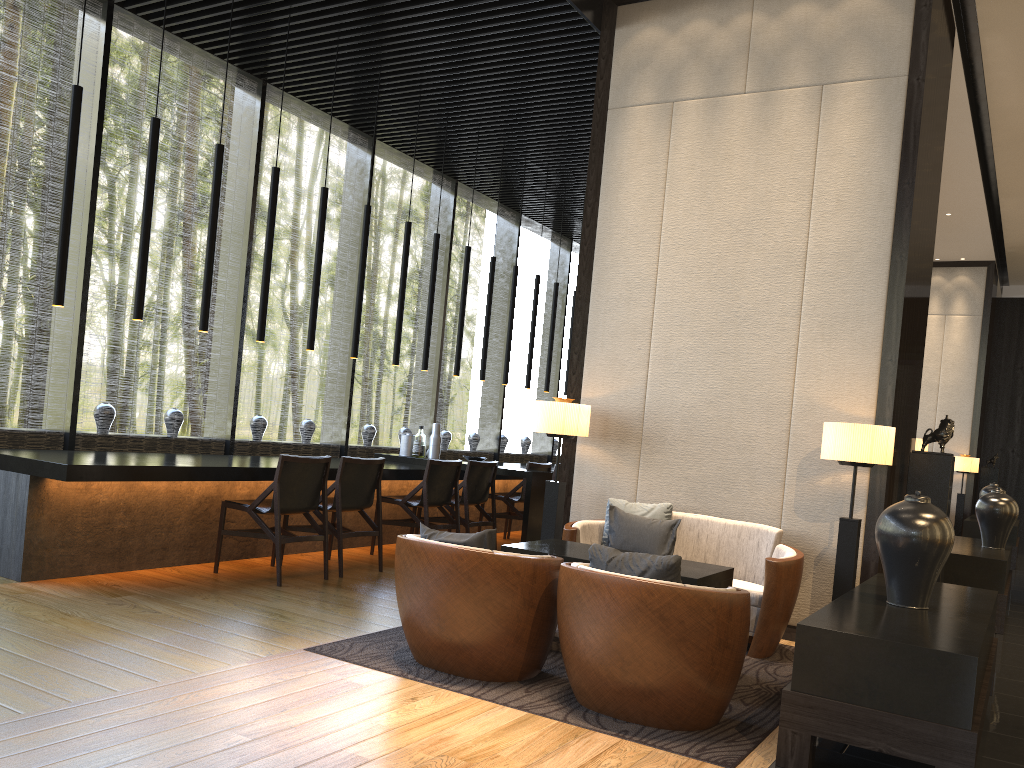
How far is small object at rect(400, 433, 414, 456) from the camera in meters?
8.5 m

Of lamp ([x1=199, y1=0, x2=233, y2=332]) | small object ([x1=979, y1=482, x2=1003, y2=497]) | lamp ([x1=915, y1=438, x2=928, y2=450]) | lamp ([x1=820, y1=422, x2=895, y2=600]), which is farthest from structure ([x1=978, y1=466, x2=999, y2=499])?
lamp ([x1=199, y1=0, x2=233, y2=332])

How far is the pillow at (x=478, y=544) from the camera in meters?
3.8

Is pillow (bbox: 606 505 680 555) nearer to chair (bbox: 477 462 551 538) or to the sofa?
the sofa

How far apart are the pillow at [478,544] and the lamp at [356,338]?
3.58m

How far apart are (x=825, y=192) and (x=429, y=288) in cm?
386

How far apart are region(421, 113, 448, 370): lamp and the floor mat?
3.8 meters

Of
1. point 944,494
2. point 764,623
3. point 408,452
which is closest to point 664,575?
point 764,623

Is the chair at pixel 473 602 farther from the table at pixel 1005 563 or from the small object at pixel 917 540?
the table at pixel 1005 563

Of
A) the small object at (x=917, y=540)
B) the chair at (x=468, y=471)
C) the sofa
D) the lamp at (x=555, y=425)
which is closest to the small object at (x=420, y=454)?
the chair at (x=468, y=471)
